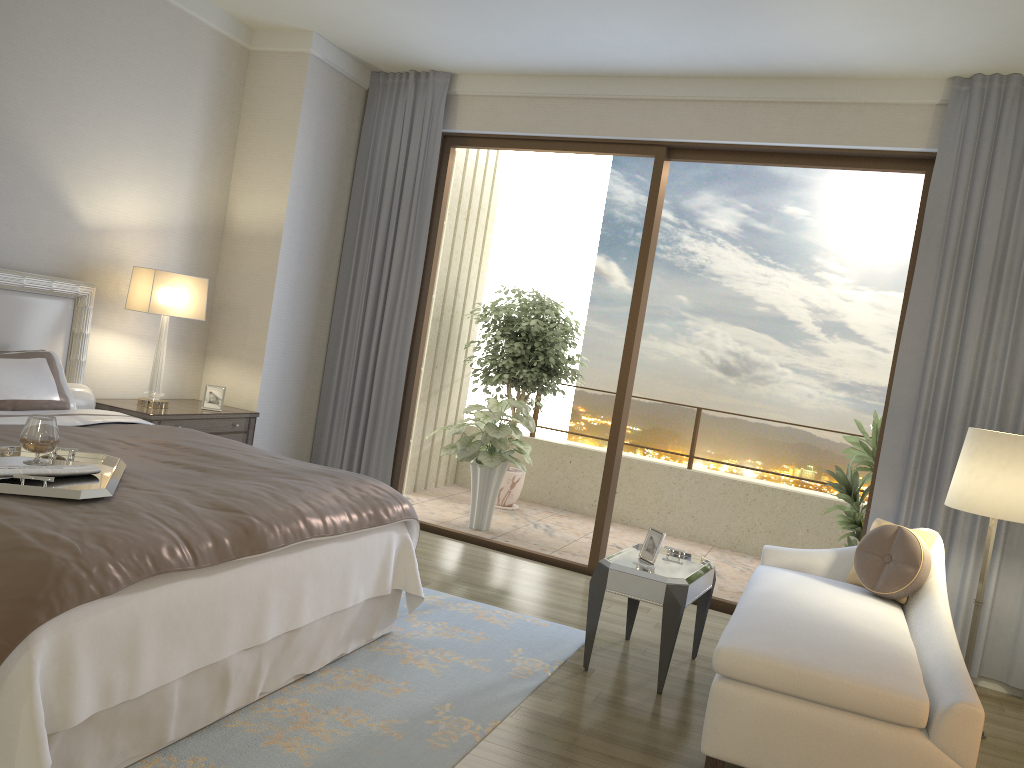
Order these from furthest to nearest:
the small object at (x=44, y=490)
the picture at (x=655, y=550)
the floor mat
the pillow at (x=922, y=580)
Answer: the picture at (x=655, y=550)
the pillow at (x=922, y=580)
the floor mat
the small object at (x=44, y=490)

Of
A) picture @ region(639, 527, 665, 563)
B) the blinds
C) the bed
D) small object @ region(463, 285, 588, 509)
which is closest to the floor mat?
the bed

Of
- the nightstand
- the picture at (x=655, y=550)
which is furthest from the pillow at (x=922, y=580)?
the nightstand

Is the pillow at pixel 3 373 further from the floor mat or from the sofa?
the sofa

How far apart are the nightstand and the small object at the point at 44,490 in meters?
1.8 m

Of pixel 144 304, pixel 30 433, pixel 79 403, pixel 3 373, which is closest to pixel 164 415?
pixel 79 403

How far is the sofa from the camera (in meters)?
2.73

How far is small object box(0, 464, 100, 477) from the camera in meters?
2.4 m

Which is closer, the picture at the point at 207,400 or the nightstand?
the nightstand

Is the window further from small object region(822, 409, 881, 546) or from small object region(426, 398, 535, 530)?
small object region(822, 409, 881, 546)
